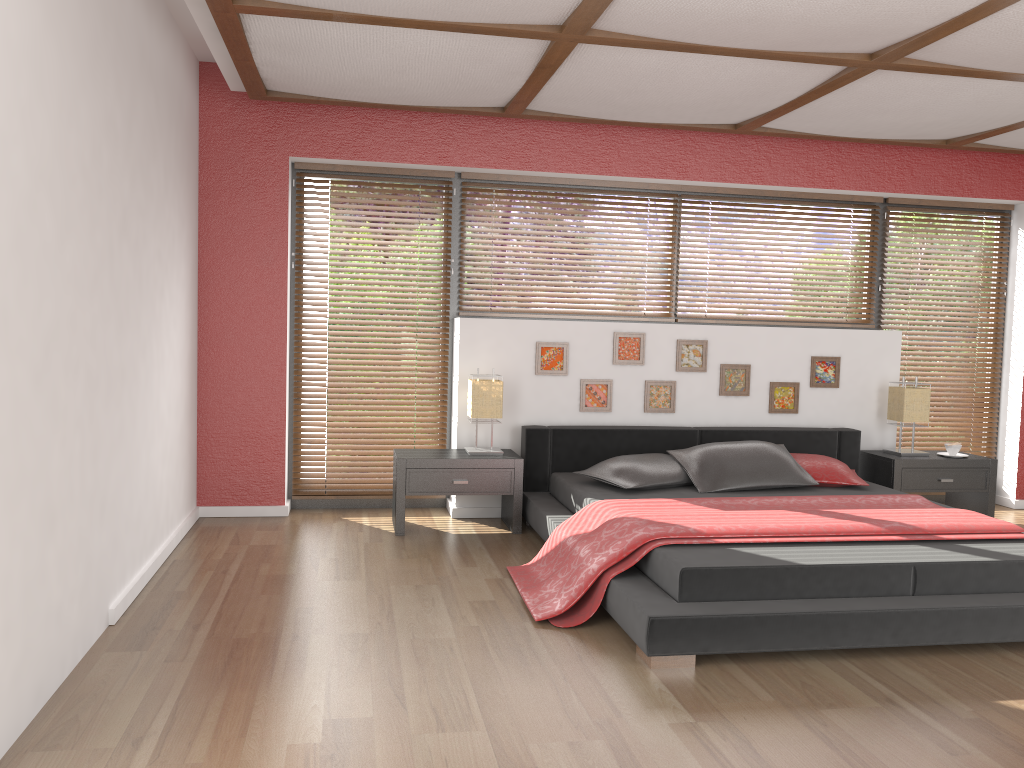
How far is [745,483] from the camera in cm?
472

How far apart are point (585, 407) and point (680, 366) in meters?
0.7 m

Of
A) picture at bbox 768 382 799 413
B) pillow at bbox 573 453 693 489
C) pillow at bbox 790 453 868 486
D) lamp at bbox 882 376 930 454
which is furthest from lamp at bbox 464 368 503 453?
lamp at bbox 882 376 930 454

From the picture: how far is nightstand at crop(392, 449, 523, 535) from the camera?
4.8m

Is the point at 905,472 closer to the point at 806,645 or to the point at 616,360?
the point at 616,360

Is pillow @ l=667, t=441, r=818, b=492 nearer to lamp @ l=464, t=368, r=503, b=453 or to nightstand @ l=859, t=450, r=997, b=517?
nightstand @ l=859, t=450, r=997, b=517

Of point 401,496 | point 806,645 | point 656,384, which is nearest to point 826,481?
point 656,384

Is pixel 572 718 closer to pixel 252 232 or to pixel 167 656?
pixel 167 656

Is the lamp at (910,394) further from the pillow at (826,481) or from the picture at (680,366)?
the picture at (680,366)

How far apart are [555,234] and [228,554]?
2.7 meters
